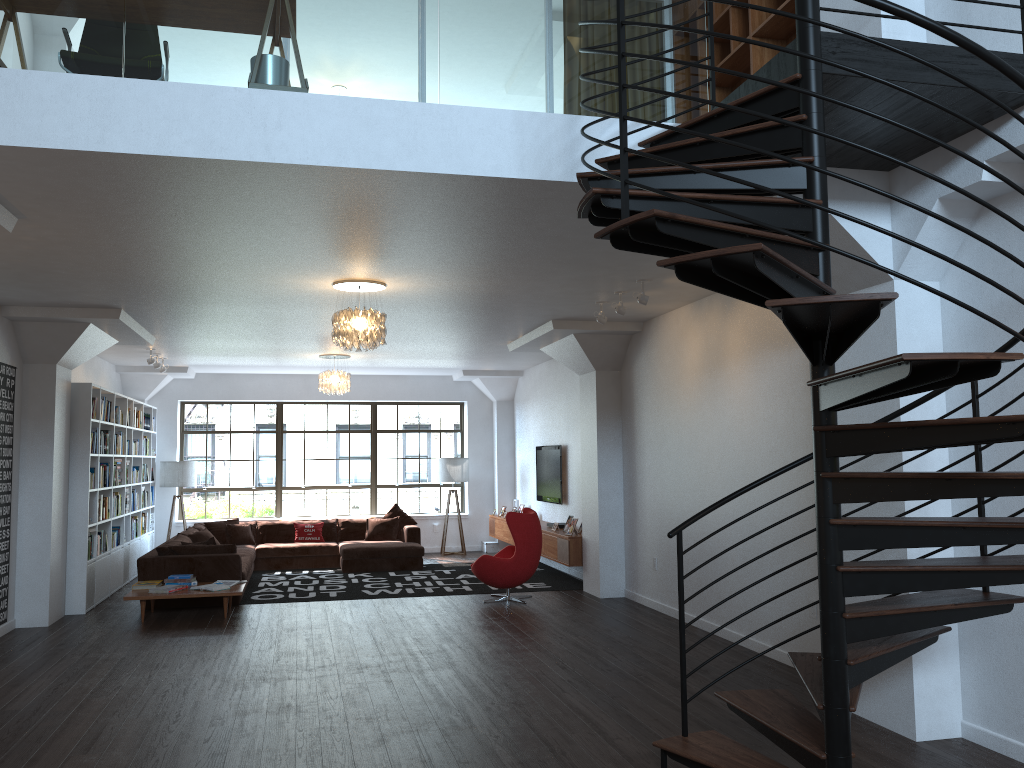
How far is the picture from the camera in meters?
8.1

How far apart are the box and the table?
6.07m

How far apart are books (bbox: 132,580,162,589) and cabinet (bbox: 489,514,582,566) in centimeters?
452cm

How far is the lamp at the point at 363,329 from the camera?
7.0m

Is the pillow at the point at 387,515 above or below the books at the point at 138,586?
above

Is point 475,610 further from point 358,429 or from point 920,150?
point 358,429

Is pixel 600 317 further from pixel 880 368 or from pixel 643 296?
pixel 880 368

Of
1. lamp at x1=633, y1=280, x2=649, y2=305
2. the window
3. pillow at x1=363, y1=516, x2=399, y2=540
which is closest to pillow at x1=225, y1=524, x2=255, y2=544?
the window

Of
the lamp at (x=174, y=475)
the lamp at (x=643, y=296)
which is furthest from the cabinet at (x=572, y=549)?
the lamp at (x=174, y=475)

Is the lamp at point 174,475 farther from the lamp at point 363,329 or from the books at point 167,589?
Answer: the lamp at point 363,329
